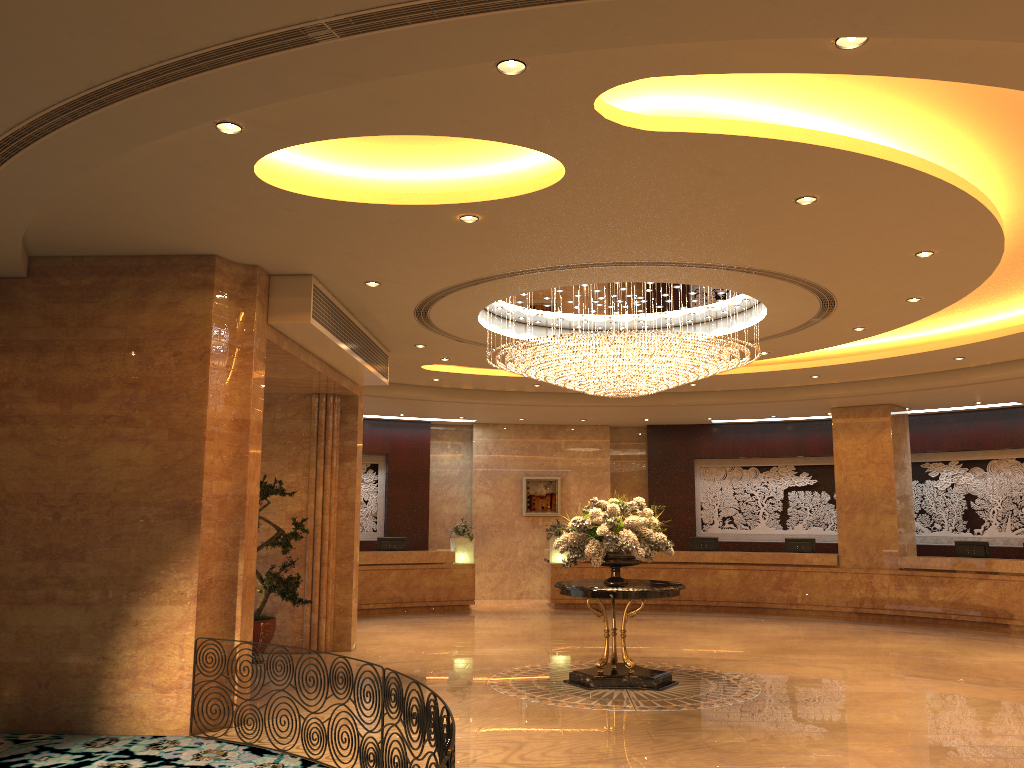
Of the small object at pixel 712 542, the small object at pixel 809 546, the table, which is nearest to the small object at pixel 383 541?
the small object at pixel 712 542

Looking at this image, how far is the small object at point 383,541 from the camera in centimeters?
1774cm

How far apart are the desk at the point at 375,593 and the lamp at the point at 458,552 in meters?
0.1 m

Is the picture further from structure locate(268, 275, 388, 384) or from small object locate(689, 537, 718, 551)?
structure locate(268, 275, 388, 384)

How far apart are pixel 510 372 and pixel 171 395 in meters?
4.5 m

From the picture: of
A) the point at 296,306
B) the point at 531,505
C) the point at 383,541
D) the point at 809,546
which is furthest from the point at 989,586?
the point at 296,306

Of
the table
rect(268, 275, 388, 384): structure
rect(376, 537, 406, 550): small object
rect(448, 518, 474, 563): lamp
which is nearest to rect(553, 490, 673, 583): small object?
the table

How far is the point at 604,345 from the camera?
9.45m

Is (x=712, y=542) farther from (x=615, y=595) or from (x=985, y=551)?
(x=615, y=595)

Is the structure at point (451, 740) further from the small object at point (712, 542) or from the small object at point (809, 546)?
the small object at point (809, 546)
